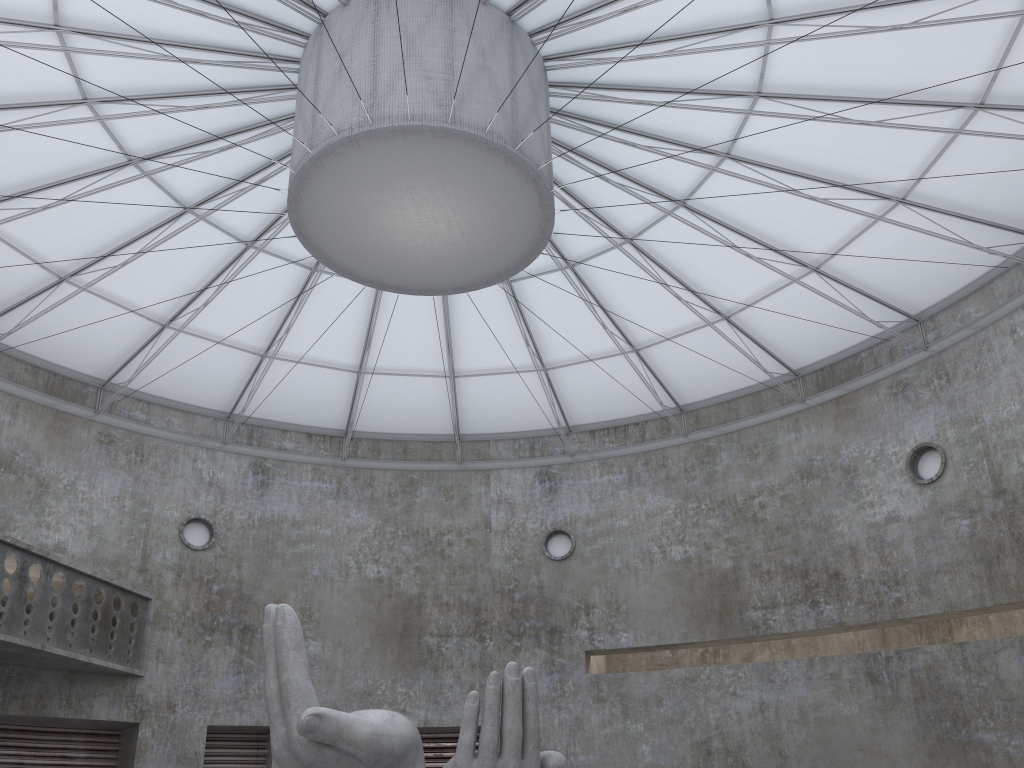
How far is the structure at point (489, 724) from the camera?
16.10m

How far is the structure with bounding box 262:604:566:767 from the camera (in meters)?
16.10
